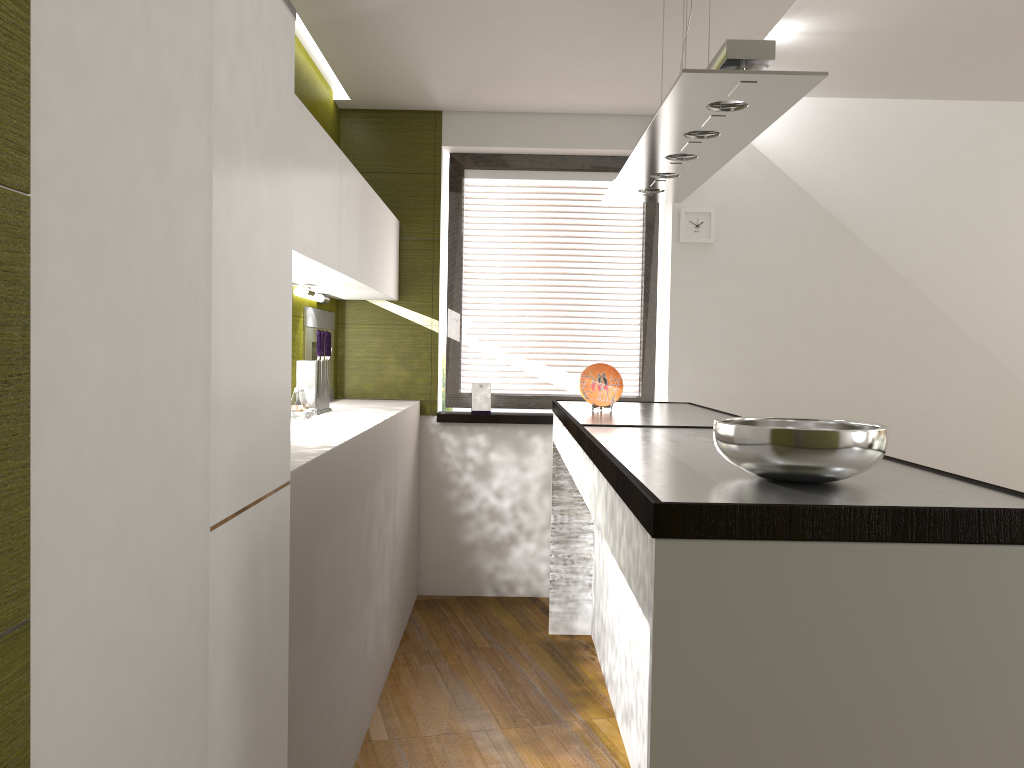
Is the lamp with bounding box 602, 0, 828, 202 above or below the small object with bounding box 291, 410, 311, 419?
above

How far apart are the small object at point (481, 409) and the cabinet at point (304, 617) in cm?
36

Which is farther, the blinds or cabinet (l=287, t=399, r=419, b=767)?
the blinds

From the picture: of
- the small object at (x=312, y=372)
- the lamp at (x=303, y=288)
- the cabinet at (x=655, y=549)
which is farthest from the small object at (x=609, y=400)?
the lamp at (x=303, y=288)

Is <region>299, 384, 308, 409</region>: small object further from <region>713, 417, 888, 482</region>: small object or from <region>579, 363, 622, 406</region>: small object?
<region>713, 417, 888, 482</region>: small object

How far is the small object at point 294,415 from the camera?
3.4 meters

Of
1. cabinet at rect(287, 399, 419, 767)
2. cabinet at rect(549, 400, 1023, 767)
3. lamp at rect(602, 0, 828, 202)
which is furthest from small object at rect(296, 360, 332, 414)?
lamp at rect(602, 0, 828, 202)

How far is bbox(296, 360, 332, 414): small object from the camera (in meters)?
3.64

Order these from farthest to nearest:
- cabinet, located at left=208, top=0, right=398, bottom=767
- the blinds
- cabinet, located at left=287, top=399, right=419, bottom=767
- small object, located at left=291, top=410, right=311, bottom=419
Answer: the blinds, small object, located at left=291, top=410, right=311, bottom=419, cabinet, located at left=287, top=399, right=419, bottom=767, cabinet, located at left=208, top=0, right=398, bottom=767

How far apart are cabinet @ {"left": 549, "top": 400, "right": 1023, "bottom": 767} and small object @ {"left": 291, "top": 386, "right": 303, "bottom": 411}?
1.0 meters
